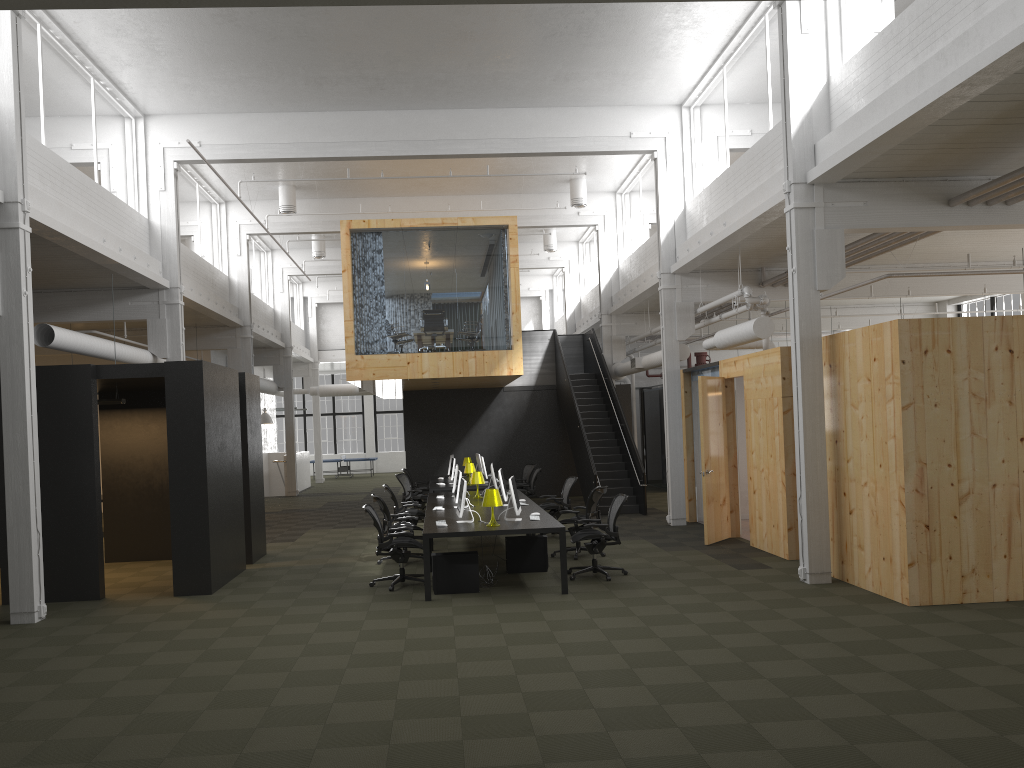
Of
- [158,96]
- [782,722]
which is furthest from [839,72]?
[158,96]

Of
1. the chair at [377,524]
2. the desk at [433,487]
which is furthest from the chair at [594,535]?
the desk at [433,487]

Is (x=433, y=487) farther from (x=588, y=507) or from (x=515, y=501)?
(x=515, y=501)

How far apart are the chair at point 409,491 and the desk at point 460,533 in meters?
2.8 m

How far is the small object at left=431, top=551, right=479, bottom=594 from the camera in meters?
10.1

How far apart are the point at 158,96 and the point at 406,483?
8.5 meters

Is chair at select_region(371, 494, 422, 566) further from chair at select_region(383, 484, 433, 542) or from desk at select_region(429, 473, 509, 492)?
desk at select_region(429, 473, 509, 492)

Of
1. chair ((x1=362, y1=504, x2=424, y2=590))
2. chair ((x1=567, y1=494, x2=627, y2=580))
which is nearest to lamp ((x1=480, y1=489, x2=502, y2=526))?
chair ((x1=362, y1=504, x2=424, y2=590))

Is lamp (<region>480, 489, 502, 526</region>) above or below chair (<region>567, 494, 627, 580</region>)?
above

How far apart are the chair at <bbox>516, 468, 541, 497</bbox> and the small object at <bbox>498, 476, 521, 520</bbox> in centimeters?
757cm
